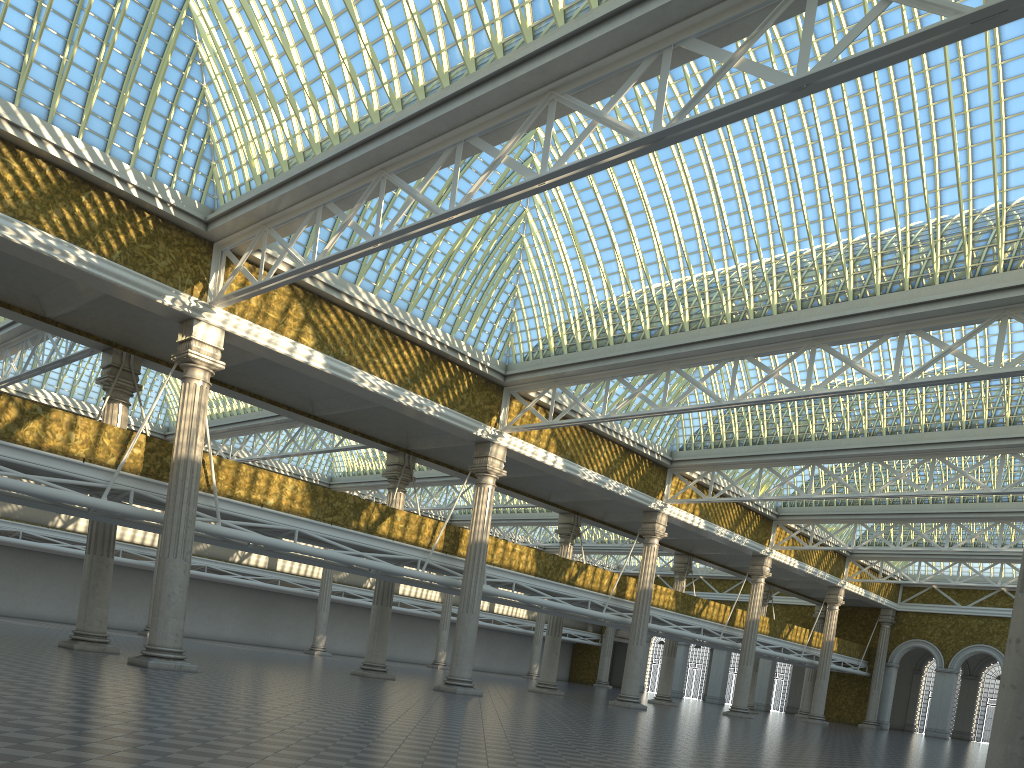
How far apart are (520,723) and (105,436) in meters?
13.0 m

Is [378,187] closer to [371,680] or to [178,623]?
[178,623]
